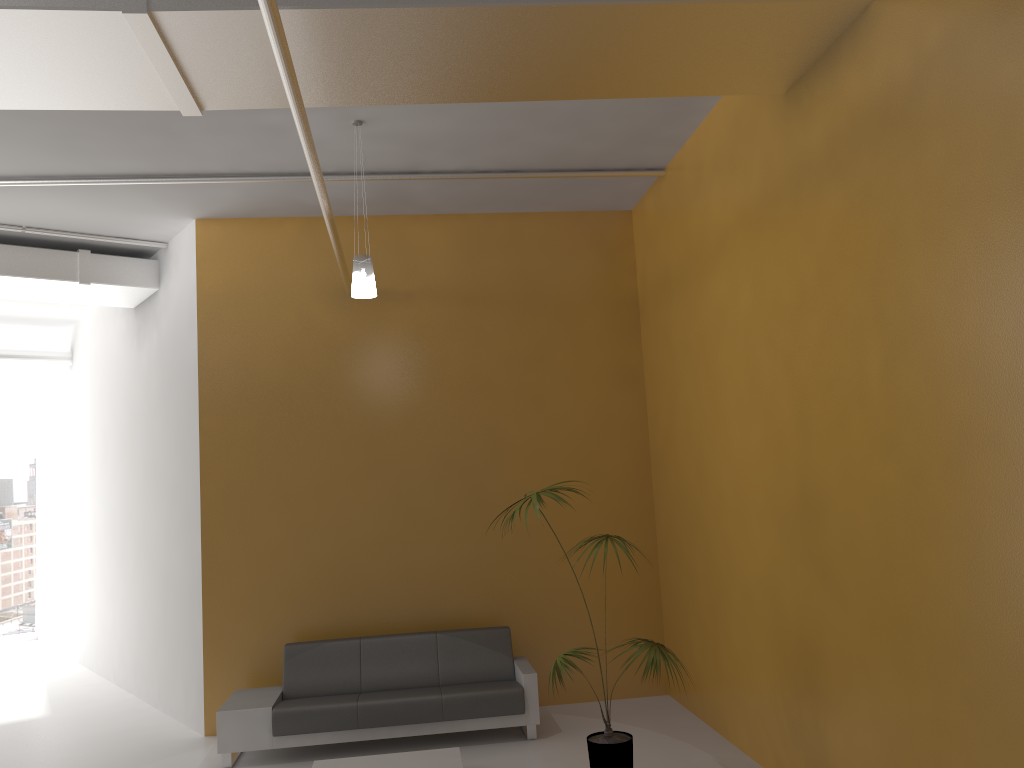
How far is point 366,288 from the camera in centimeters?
591cm

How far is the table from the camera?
5.9 meters

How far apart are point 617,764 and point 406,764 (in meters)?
1.48

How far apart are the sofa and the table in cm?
54

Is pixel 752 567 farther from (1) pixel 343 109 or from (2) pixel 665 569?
(1) pixel 343 109

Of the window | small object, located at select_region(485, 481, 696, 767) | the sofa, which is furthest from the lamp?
the window

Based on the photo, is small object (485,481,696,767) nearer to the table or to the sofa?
the table

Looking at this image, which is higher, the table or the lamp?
the lamp

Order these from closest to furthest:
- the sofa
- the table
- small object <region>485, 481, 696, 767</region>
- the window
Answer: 1. small object <region>485, 481, 696, 767</region>
2. the table
3. the sofa
4. the window

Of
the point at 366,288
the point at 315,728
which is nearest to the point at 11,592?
the point at 315,728
